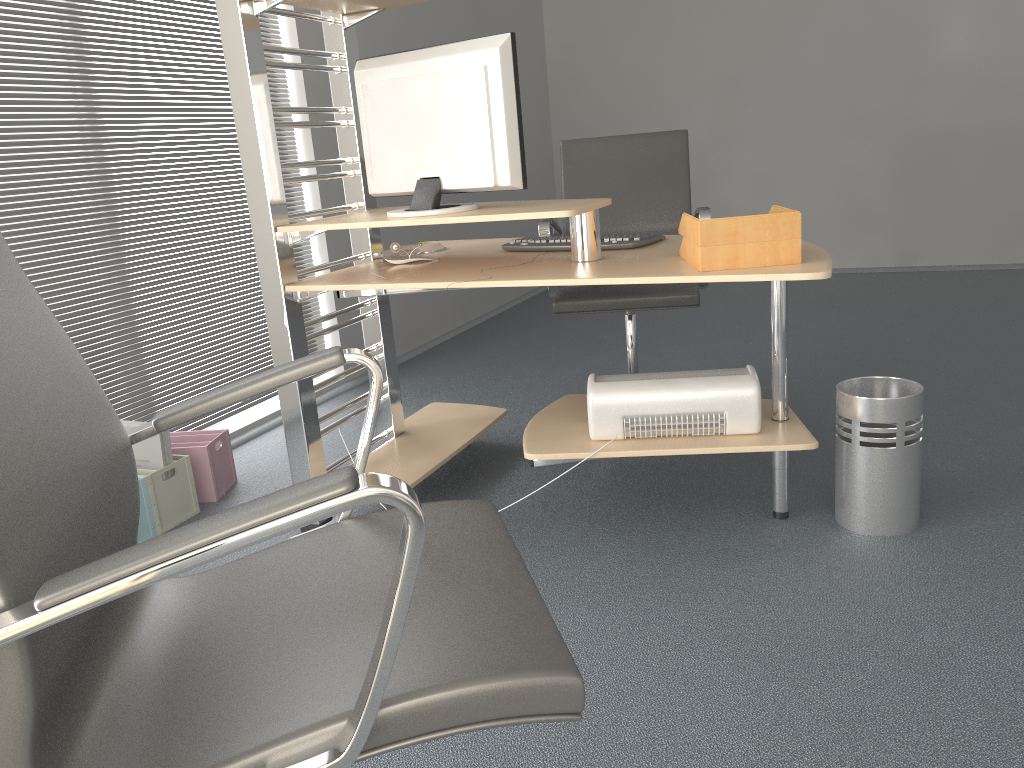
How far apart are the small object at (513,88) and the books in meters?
1.0 m

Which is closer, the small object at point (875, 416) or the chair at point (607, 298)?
the small object at point (875, 416)

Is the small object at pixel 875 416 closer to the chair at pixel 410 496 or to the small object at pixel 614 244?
the small object at pixel 614 244

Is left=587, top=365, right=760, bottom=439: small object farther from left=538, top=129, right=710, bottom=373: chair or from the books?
the books

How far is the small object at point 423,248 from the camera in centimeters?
289cm

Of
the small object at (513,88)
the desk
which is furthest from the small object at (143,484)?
the small object at (513,88)

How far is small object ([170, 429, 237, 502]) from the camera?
2.9m

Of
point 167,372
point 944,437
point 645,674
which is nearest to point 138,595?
point 645,674

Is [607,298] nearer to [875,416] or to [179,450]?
[875,416]

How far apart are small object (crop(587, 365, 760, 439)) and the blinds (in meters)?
1.72
